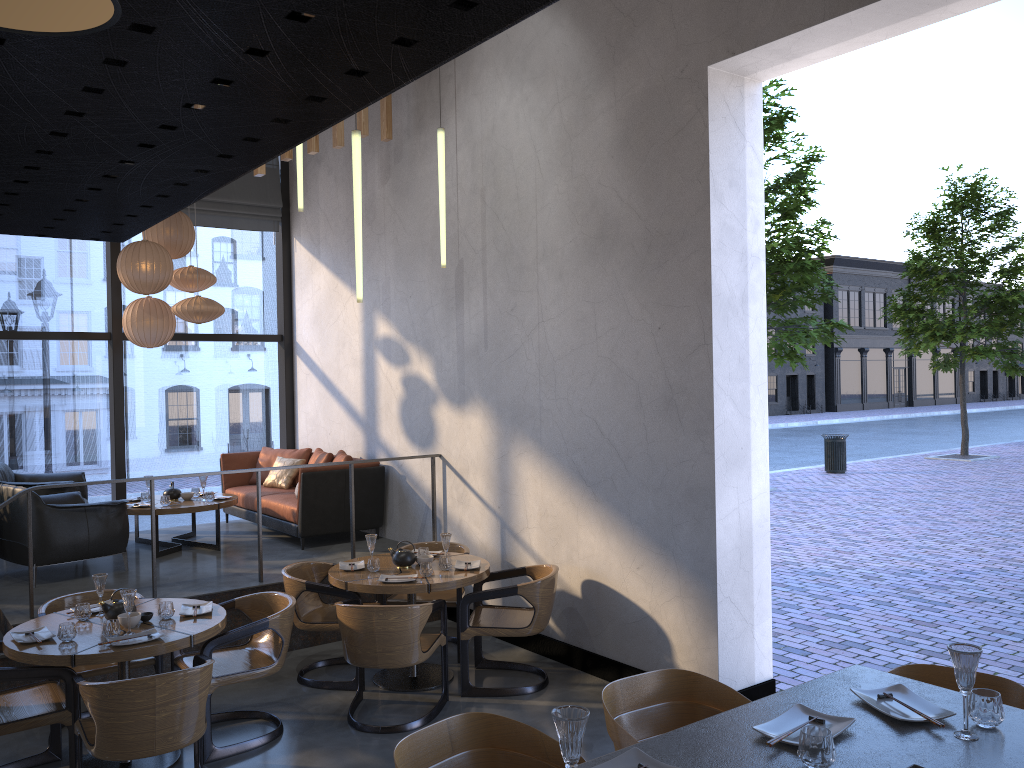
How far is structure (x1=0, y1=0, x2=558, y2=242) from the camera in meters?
0.7 m

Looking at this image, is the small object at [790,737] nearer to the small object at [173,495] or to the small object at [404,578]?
the small object at [404,578]

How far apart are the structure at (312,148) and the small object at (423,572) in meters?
3.4

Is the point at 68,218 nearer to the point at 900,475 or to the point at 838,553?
the point at 838,553

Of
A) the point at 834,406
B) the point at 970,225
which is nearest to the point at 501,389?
the point at 970,225

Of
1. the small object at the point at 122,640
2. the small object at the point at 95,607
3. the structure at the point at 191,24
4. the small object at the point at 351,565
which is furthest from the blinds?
the structure at the point at 191,24

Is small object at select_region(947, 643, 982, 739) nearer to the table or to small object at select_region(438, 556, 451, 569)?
the table

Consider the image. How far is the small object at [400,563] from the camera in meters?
6.0

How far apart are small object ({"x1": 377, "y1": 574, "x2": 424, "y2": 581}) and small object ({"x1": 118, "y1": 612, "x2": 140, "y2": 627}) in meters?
1.5

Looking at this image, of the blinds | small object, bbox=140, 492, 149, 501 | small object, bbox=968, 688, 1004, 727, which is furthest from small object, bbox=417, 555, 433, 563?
the blinds
